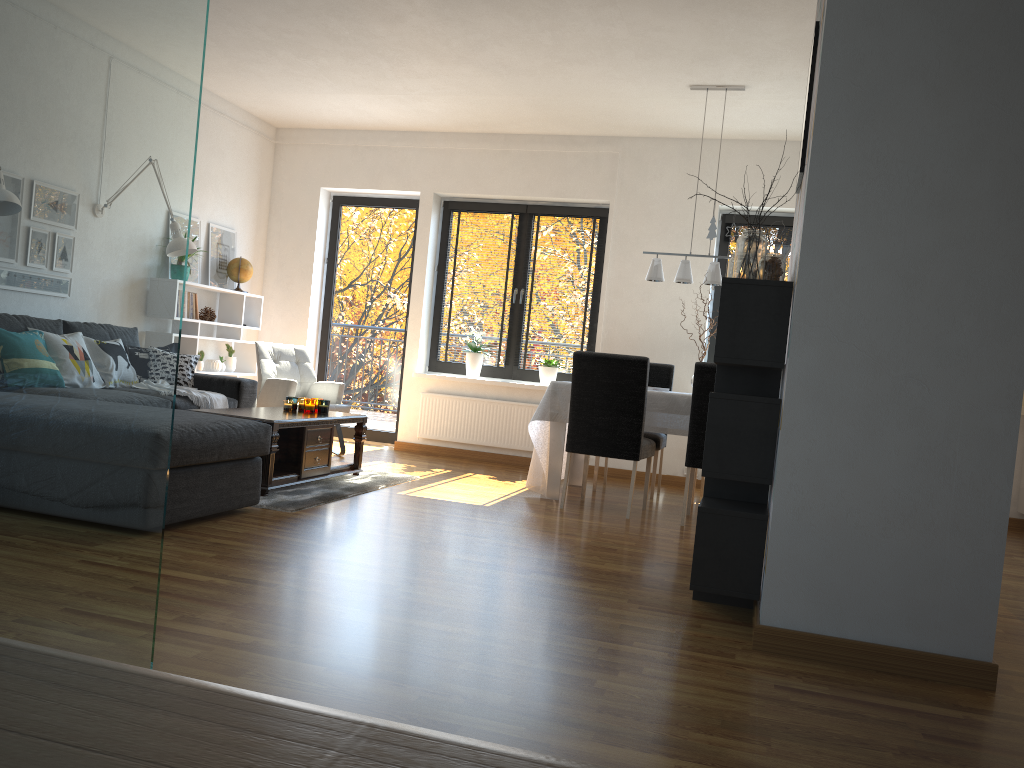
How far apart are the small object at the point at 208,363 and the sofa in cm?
119

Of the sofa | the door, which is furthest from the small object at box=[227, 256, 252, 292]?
the sofa

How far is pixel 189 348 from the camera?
6.9m

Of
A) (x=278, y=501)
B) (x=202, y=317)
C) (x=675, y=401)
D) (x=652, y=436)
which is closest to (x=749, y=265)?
(x=675, y=401)

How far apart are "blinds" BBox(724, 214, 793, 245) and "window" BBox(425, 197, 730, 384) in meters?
1.0

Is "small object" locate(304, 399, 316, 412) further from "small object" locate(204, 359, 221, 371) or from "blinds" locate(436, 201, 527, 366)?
"blinds" locate(436, 201, 527, 366)

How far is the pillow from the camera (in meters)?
5.96

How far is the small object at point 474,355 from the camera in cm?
757

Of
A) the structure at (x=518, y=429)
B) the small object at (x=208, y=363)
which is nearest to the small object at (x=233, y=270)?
the small object at (x=208, y=363)

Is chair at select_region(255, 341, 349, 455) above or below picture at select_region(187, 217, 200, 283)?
below
